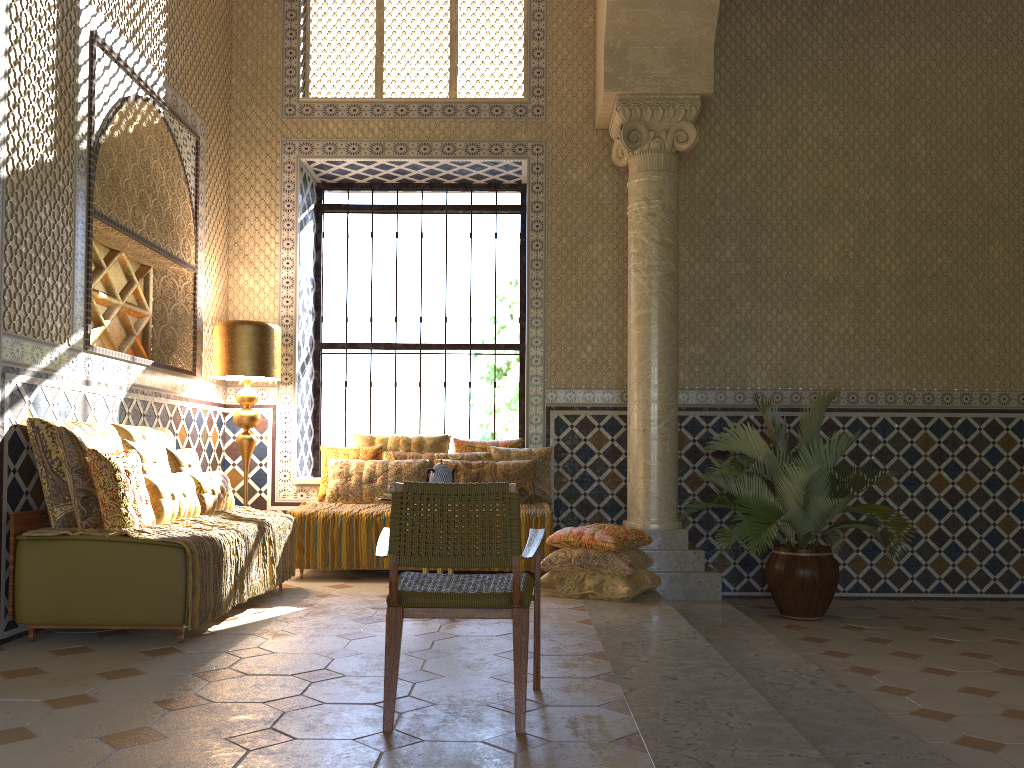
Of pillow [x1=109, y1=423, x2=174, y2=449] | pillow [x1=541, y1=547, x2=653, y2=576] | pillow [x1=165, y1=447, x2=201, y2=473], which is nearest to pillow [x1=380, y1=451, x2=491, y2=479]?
pillow [x1=541, y1=547, x2=653, y2=576]

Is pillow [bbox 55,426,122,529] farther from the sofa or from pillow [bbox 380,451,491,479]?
pillow [bbox 380,451,491,479]

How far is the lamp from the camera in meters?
9.7 m

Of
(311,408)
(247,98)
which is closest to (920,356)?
(311,408)

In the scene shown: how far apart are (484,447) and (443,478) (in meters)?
3.08

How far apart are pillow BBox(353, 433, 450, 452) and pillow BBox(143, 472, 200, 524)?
3.05m

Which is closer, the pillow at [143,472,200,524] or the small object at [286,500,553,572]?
the pillow at [143,472,200,524]

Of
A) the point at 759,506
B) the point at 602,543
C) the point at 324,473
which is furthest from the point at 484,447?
the point at 759,506

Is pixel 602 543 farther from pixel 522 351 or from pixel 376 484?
pixel 522 351

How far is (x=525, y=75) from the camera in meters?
11.3
